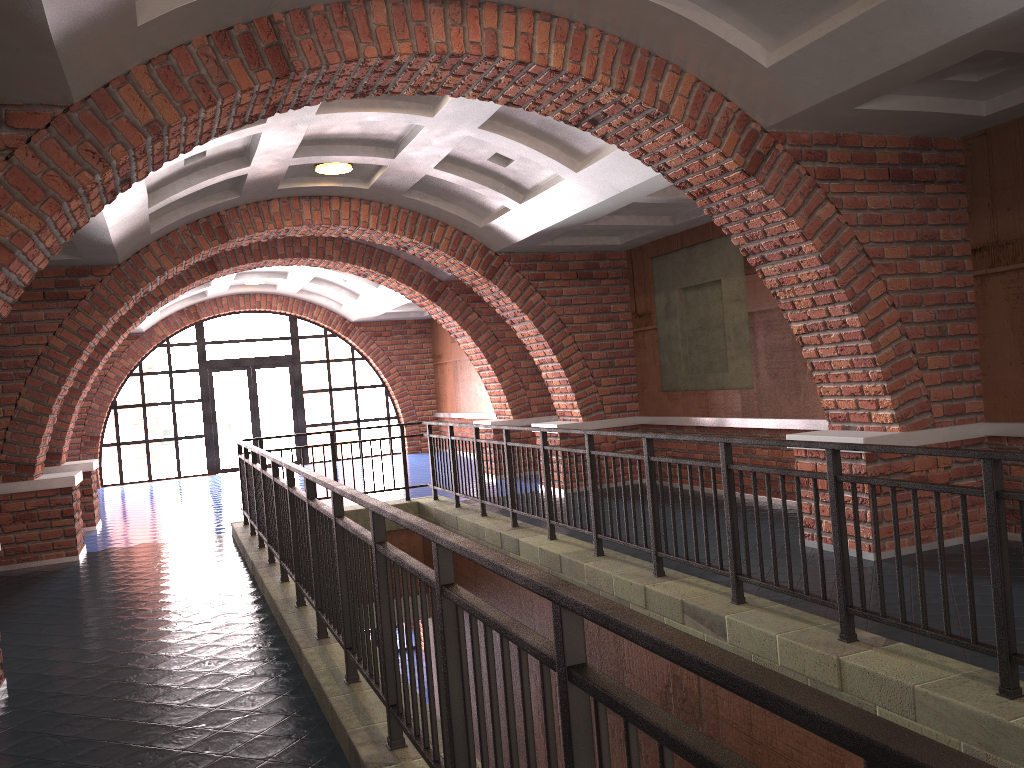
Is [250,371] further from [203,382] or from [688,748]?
[688,748]

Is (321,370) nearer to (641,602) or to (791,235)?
(791,235)

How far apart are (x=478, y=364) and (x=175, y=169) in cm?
686

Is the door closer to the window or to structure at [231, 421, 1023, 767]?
the window

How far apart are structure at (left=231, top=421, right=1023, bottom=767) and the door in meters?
9.3

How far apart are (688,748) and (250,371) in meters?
18.6

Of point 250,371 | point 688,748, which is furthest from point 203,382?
point 688,748

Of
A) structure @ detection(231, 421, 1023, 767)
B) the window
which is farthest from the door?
structure @ detection(231, 421, 1023, 767)

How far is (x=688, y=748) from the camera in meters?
1.3

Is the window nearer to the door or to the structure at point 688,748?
the door
